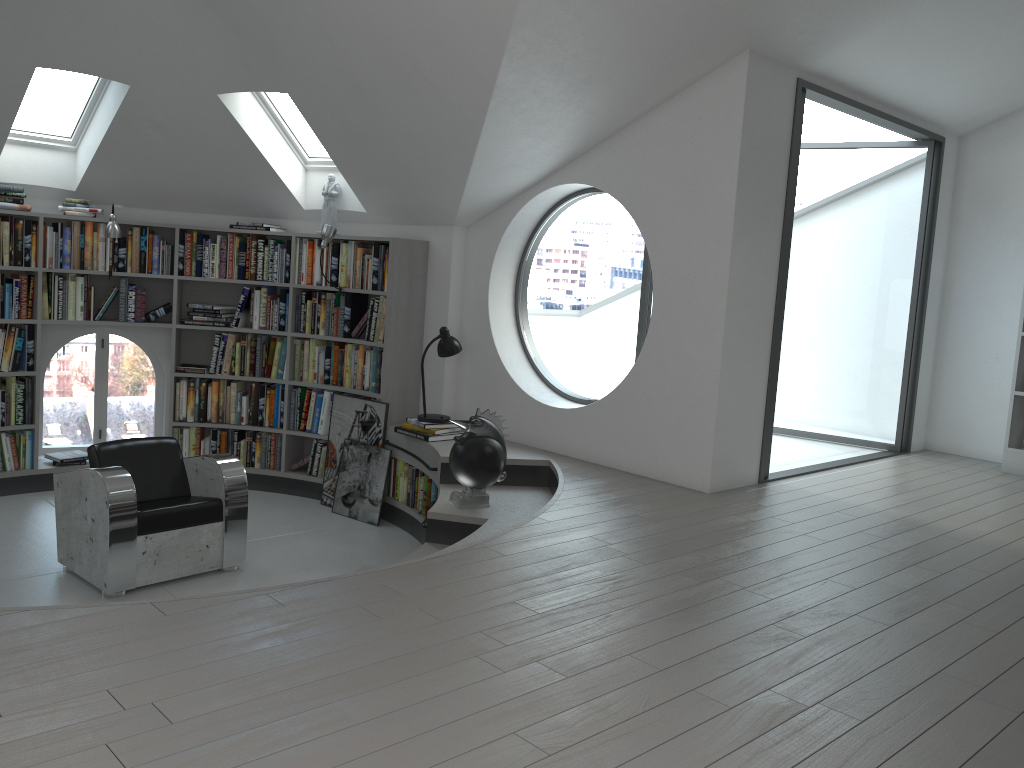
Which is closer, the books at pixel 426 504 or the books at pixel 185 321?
the books at pixel 426 504

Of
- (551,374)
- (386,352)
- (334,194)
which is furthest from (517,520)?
(551,374)

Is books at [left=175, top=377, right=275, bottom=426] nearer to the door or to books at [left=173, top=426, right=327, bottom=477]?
books at [left=173, top=426, right=327, bottom=477]

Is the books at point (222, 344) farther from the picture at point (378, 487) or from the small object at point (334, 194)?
the small object at point (334, 194)

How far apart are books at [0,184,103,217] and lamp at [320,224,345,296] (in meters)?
1.75

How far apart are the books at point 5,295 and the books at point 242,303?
1.4m

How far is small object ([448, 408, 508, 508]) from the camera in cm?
493

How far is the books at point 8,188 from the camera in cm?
620

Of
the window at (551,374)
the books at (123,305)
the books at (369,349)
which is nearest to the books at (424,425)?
the books at (369,349)

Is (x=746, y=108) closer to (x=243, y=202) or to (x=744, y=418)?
(x=744, y=418)
